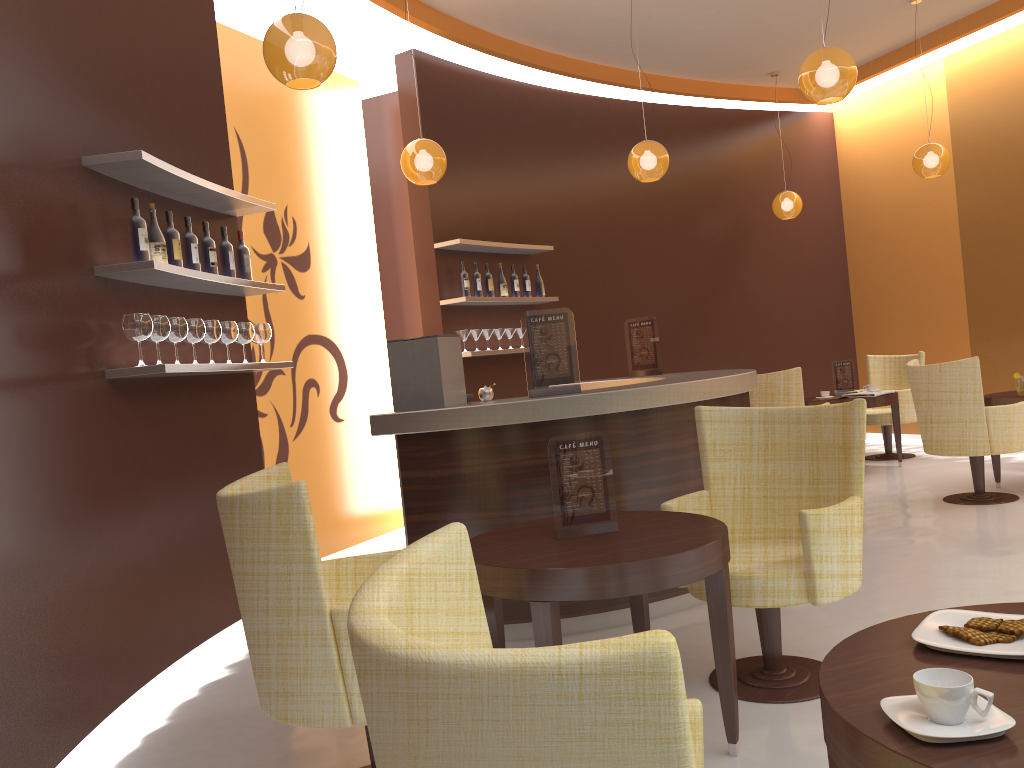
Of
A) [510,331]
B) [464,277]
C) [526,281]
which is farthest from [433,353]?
[526,281]

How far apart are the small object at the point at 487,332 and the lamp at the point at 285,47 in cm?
353

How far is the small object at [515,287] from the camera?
7.5m

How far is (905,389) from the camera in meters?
8.4

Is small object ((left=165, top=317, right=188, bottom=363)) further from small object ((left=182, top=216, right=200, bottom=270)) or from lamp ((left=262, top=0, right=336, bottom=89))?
lamp ((left=262, top=0, right=336, bottom=89))

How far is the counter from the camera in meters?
4.0

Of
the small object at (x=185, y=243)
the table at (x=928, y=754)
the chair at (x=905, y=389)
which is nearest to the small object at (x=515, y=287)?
the small object at (x=185, y=243)

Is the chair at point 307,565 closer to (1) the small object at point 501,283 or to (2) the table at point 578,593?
(2) the table at point 578,593

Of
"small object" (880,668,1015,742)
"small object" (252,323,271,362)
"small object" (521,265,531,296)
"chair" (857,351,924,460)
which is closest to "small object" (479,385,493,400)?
"small object" (252,323,271,362)

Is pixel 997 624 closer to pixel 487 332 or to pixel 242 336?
pixel 242 336
